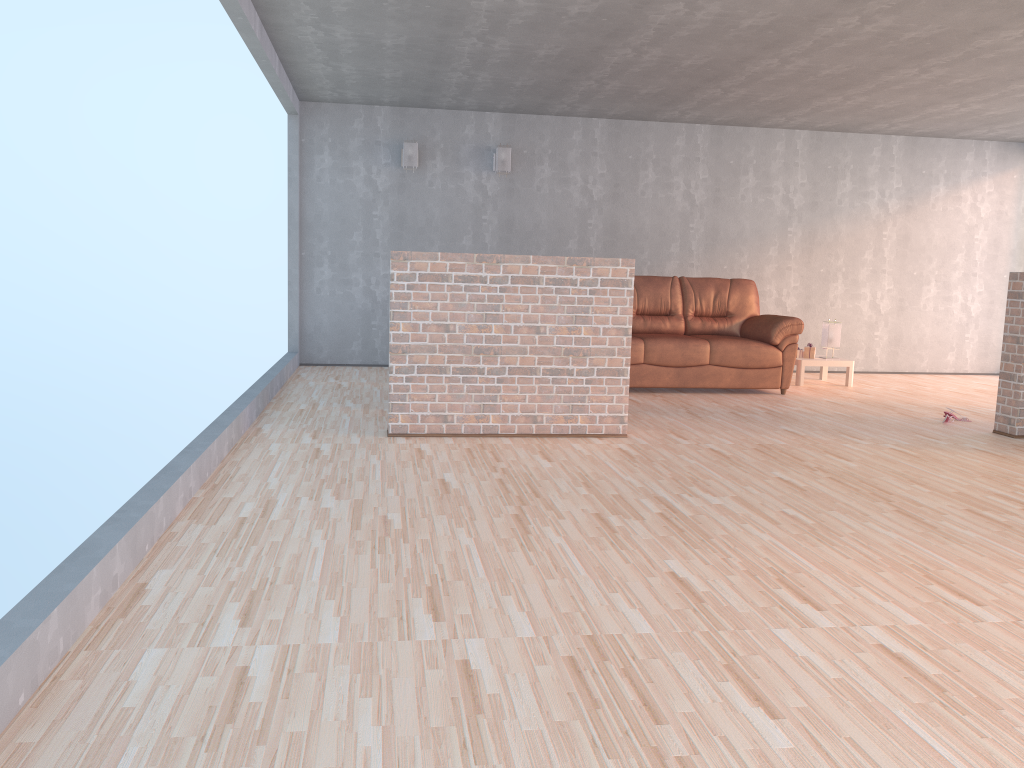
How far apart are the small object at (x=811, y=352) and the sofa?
0.6 meters

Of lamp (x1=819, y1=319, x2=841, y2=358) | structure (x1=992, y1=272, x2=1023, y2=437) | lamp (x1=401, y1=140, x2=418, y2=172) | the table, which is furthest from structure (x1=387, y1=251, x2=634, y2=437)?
lamp (x1=819, y1=319, x2=841, y2=358)

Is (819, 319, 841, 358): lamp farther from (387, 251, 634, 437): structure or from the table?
(387, 251, 634, 437): structure

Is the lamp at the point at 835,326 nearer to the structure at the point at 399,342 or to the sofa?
the sofa

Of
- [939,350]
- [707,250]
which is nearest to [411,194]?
[707,250]

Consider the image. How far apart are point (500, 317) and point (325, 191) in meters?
4.0 m

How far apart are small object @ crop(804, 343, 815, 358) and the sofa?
0.6 meters

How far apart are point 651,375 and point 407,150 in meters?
3.2 m

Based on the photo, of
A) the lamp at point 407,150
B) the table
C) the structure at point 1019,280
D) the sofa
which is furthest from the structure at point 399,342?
the lamp at point 407,150

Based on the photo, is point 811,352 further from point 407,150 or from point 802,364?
point 407,150
